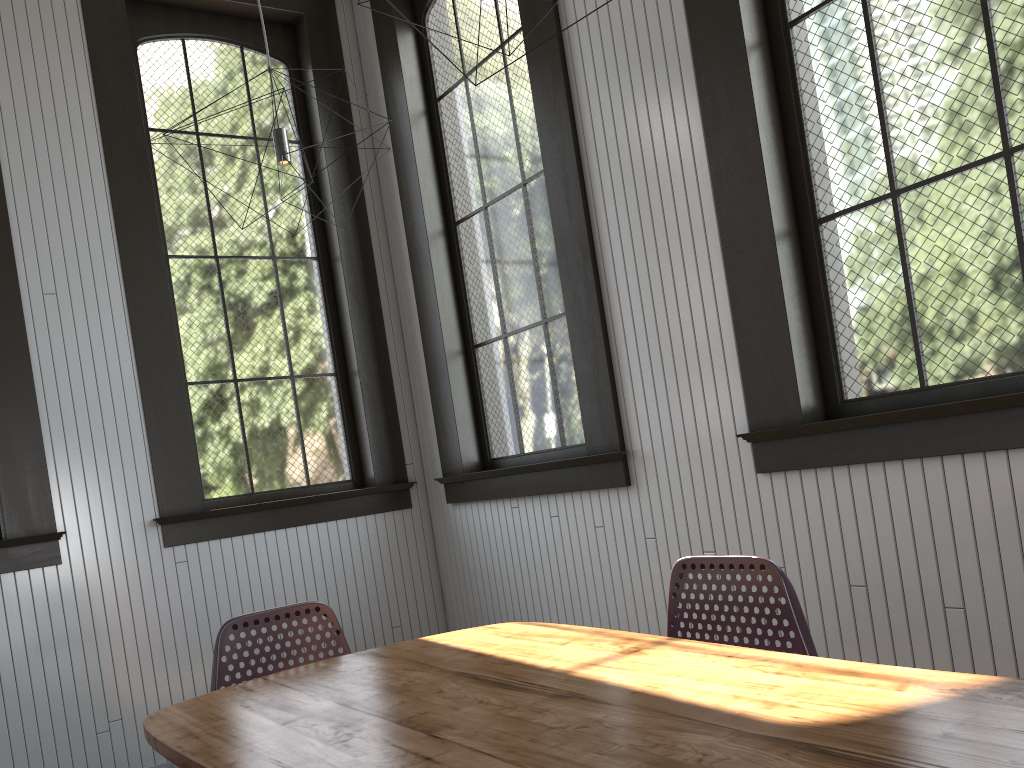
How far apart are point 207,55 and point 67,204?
1.10m
